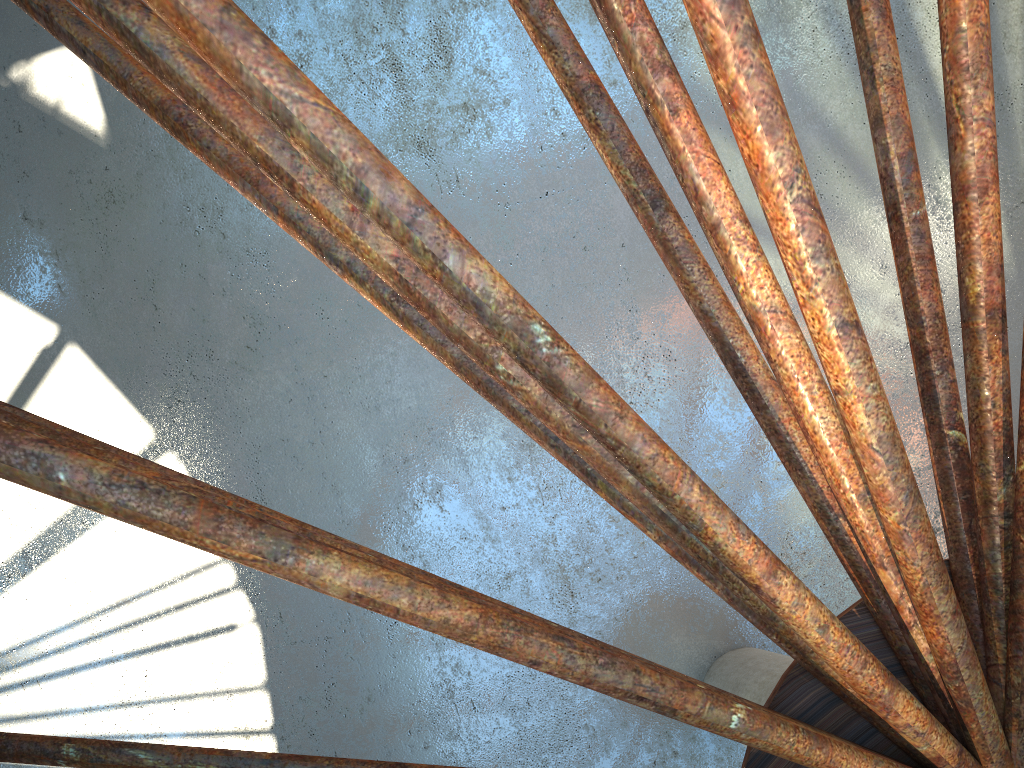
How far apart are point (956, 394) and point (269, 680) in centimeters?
1550cm

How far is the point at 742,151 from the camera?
5.6m
